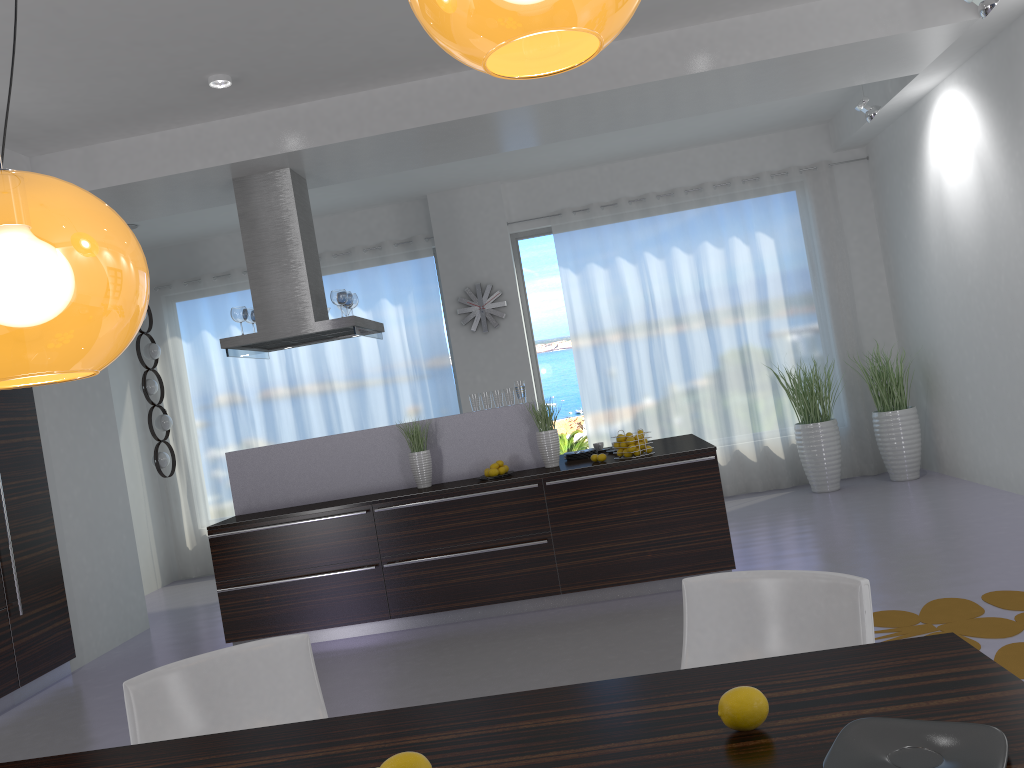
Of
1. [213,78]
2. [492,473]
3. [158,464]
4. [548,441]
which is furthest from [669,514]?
[158,464]

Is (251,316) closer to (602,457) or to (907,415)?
(602,457)

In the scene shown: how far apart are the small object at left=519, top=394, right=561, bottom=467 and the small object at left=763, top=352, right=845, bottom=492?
3.2m

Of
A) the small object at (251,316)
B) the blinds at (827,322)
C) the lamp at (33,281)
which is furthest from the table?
the blinds at (827,322)

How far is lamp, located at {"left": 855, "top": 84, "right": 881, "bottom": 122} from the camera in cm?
679

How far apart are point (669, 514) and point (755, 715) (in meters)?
4.10

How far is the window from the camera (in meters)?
9.14

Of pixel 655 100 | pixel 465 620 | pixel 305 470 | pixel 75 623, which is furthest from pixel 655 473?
pixel 75 623

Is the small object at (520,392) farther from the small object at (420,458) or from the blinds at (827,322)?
the blinds at (827,322)

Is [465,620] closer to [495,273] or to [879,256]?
[495,273]
